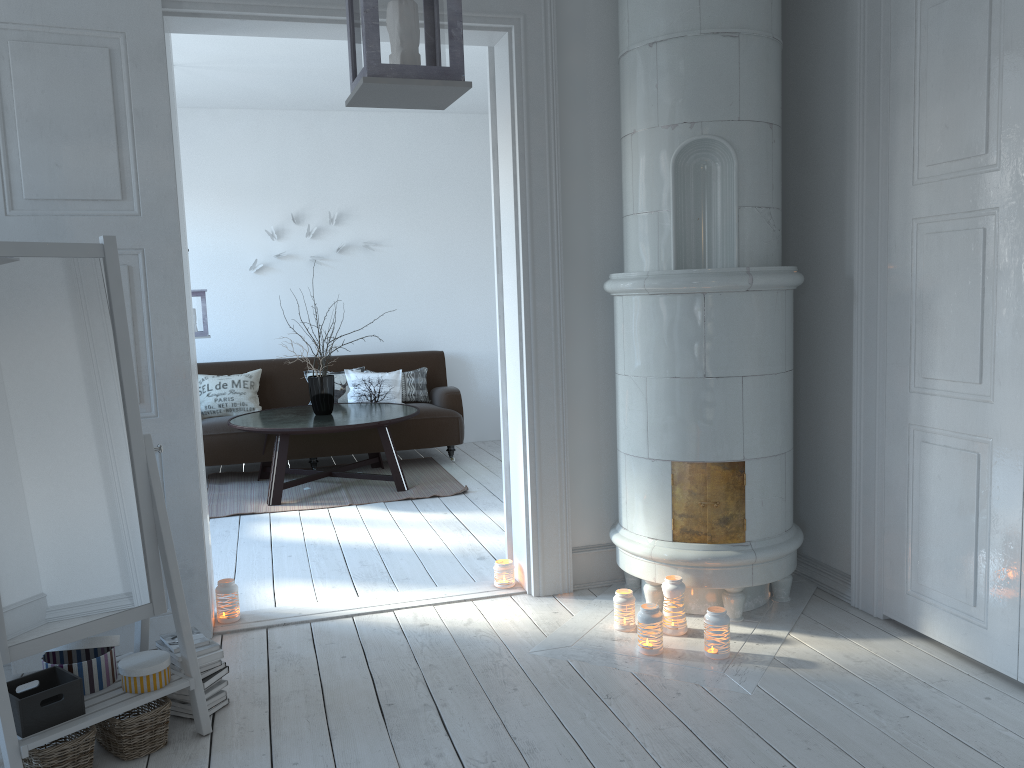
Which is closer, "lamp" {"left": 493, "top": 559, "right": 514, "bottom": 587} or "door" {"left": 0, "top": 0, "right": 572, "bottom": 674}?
"door" {"left": 0, "top": 0, "right": 572, "bottom": 674}

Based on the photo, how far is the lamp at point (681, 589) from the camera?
3.2m

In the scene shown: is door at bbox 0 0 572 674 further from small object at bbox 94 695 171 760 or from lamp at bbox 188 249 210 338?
lamp at bbox 188 249 210 338

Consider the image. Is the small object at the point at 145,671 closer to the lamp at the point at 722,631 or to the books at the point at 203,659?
the books at the point at 203,659

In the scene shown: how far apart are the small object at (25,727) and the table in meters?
3.0 m

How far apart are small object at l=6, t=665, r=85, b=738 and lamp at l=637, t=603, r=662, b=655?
1.8 meters

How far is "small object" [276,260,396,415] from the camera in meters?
6.0

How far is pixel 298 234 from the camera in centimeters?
724cm

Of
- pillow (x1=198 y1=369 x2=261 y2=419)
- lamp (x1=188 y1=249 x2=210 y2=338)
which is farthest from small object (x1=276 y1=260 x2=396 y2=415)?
pillow (x1=198 y1=369 x2=261 y2=419)

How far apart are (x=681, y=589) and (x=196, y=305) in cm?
390
